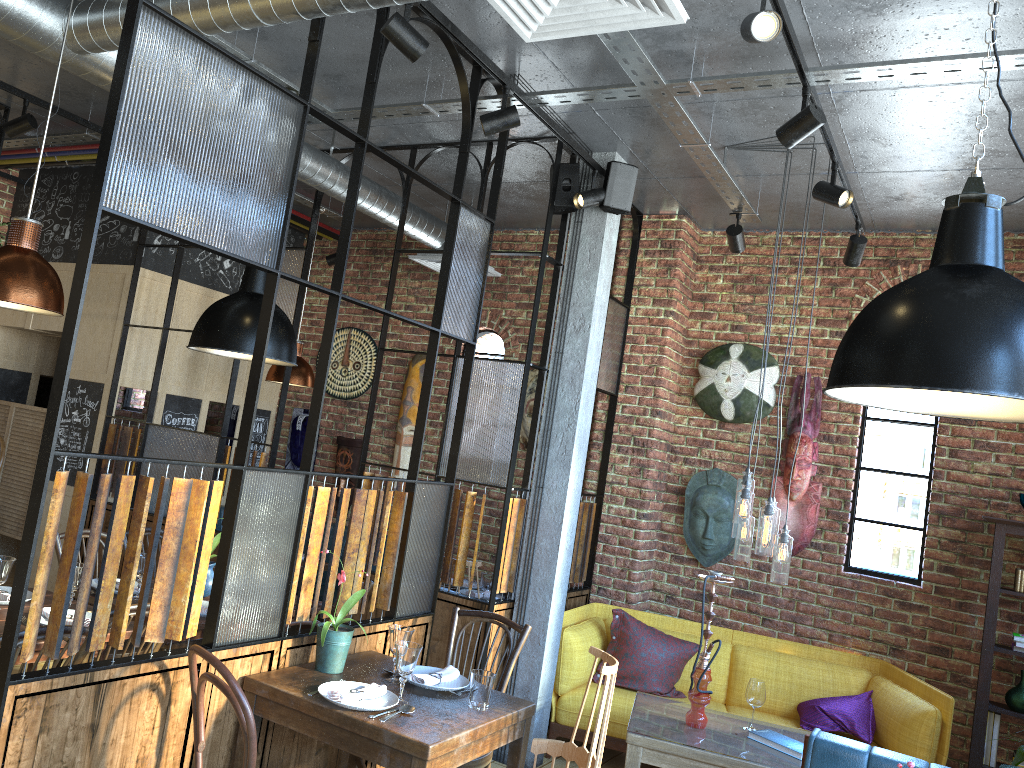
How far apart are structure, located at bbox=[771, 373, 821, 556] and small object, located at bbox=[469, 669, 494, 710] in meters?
3.1

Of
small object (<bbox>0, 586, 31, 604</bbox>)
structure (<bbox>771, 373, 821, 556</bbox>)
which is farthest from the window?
small object (<bbox>0, 586, 31, 604</bbox>)

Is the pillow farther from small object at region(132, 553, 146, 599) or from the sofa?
small object at region(132, 553, 146, 599)

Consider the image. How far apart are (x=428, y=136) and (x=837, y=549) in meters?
3.5 m

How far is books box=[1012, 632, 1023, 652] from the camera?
4.8 meters

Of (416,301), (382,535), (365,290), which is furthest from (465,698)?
(365,290)

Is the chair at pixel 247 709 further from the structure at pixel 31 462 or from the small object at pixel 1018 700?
the structure at pixel 31 462

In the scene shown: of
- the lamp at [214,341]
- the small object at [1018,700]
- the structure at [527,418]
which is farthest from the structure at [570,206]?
the small object at [1018,700]

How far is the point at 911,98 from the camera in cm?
379

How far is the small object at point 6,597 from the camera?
3.3m
